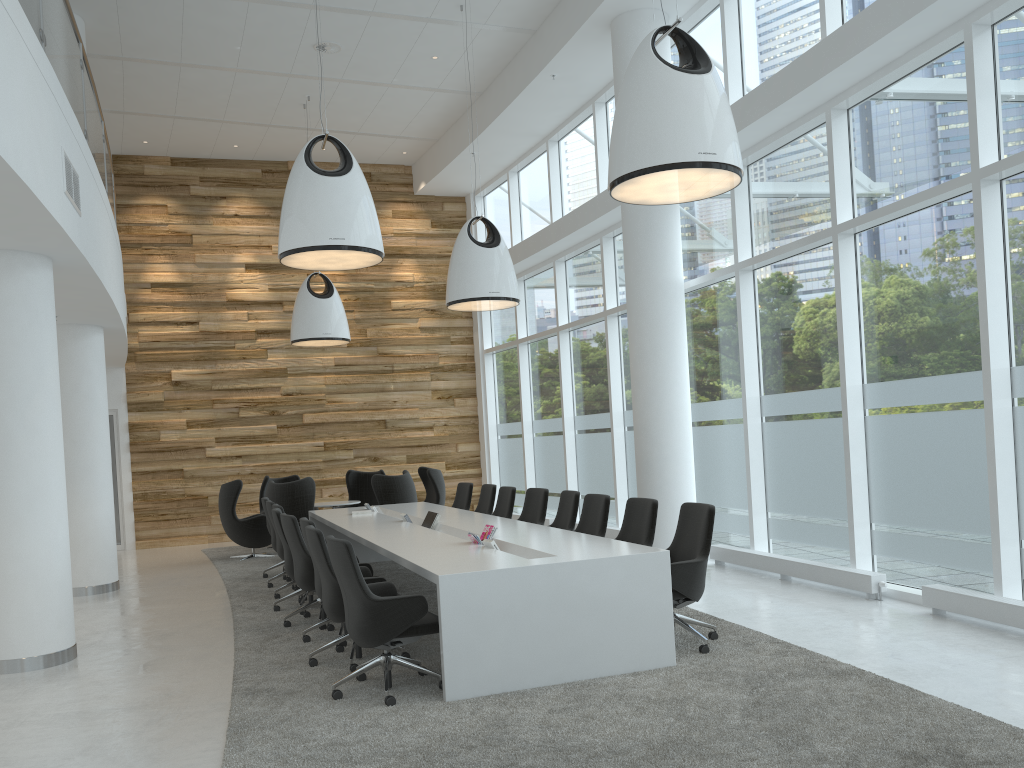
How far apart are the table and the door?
5.7 meters

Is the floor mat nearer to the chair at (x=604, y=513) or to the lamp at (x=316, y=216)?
the chair at (x=604, y=513)

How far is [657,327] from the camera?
9.8m

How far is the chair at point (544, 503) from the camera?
9.03m

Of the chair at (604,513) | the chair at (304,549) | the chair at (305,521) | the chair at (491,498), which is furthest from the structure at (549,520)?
the chair at (305,521)

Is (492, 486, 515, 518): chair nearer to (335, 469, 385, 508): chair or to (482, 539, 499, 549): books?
(482, 539, 499, 549): books

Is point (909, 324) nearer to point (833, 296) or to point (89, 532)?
point (833, 296)

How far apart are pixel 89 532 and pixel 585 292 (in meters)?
7.43

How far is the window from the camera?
6.3m

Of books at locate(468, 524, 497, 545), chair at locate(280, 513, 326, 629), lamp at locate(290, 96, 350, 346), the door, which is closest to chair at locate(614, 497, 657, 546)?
books at locate(468, 524, 497, 545)
